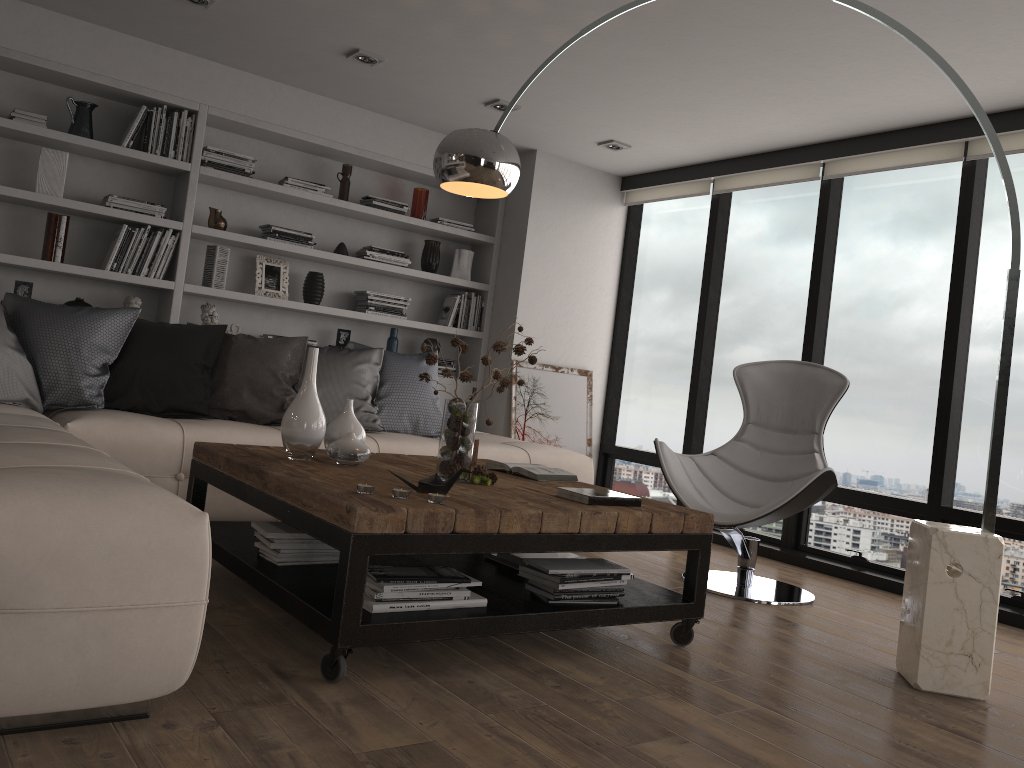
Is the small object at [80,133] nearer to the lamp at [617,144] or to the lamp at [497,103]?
the lamp at [497,103]

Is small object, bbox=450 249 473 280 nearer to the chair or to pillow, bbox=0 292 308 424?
pillow, bbox=0 292 308 424

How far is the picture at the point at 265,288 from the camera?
5.4m

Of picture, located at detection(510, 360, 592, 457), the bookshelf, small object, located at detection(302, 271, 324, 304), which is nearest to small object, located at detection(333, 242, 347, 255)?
the bookshelf

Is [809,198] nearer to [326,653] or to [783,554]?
[783,554]

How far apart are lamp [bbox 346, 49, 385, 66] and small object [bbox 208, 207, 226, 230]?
1.3m

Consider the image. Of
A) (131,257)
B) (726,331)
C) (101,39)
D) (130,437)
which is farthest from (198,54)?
(726,331)

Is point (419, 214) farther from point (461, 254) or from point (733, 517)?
point (733, 517)

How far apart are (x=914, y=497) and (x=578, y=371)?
2.45m

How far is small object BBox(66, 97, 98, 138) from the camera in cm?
472
